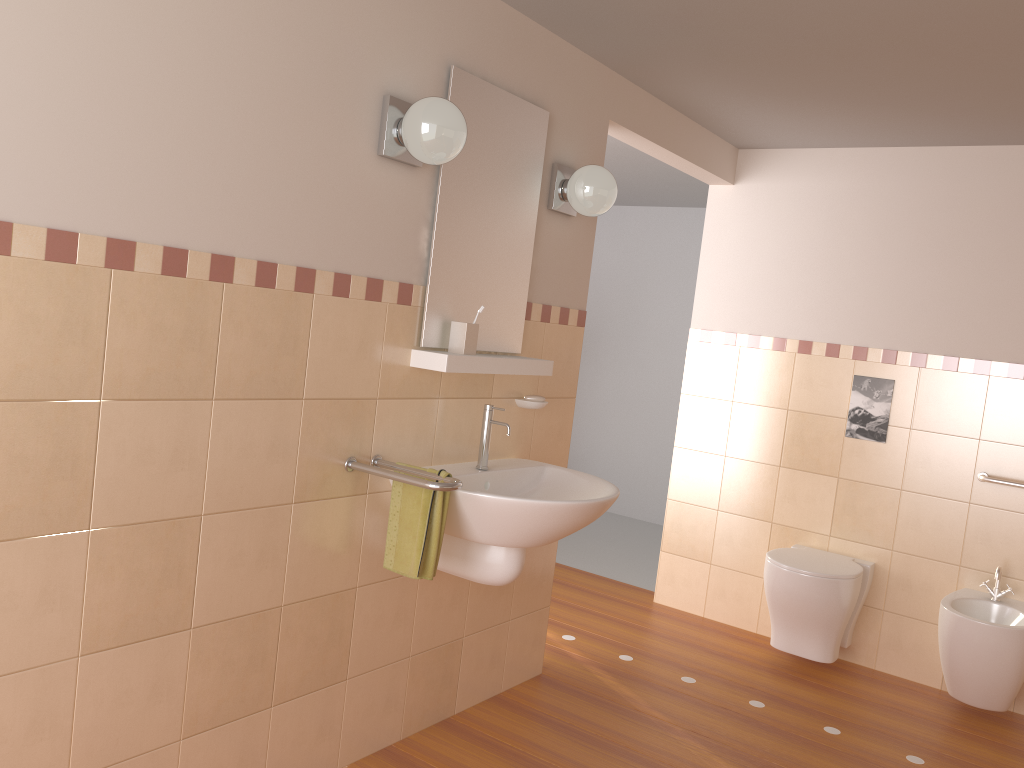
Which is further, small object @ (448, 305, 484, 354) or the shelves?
small object @ (448, 305, 484, 354)

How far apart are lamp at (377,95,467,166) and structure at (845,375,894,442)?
2.40m

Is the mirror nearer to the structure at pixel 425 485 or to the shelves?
the shelves

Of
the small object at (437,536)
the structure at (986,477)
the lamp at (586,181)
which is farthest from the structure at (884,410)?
the small object at (437,536)

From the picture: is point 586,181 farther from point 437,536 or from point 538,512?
point 437,536

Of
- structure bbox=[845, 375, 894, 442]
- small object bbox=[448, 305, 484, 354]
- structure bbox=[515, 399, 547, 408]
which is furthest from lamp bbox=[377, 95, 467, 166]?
structure bbox=[845, 375, 894, 442]

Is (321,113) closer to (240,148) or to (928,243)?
(240,148)

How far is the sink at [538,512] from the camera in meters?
2.4

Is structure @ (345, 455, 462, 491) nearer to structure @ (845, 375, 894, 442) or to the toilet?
the toilet

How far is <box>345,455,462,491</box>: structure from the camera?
2.2m
